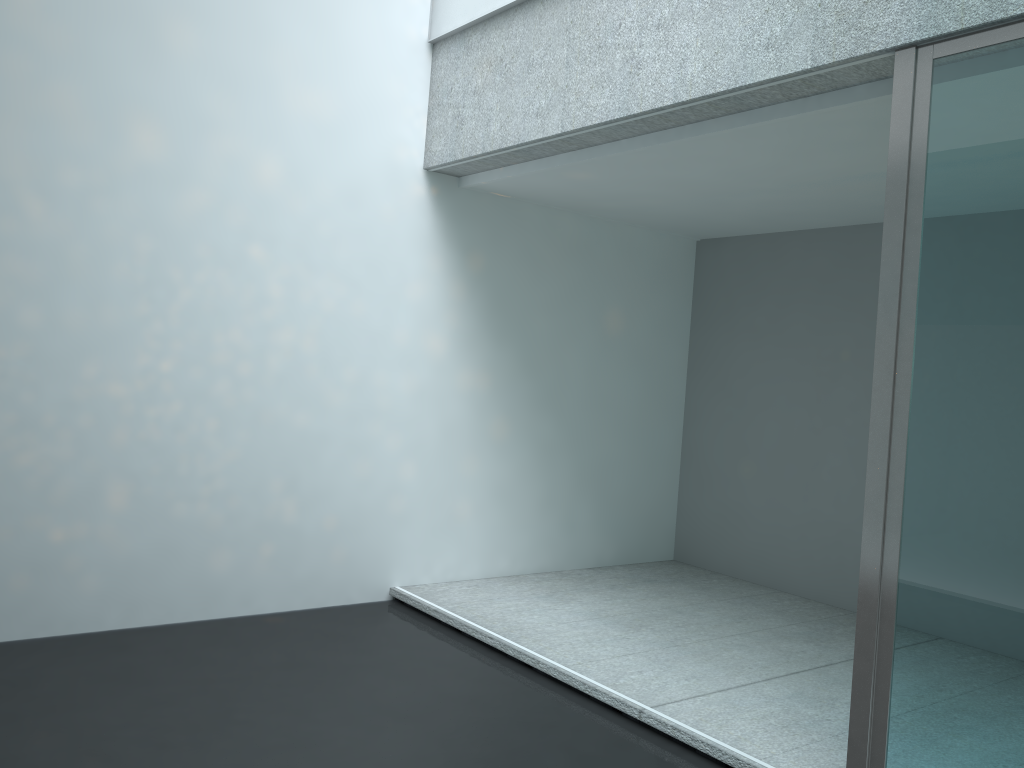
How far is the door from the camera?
2.13m

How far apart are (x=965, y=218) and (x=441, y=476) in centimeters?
284cm

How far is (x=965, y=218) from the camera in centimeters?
223cm

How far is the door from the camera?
2.13m

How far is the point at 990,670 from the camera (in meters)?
2.13
